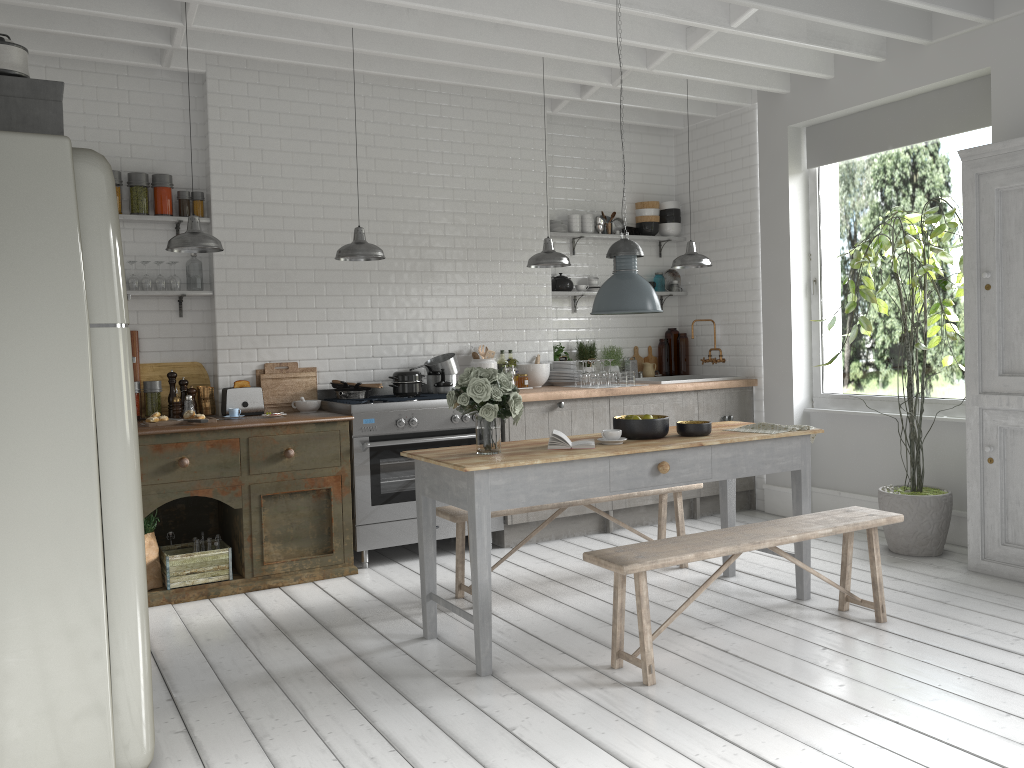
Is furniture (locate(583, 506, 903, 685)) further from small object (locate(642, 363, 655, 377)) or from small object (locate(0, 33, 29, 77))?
small object (locate(642, 363, 655, 377))

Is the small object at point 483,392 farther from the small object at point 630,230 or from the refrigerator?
the small object at point 630,230

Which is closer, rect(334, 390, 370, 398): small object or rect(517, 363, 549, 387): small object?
rect(334, 390, 370, 398): small object

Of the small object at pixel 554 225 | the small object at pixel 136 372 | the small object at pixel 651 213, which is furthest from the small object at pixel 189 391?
the small object at pixel 651 213

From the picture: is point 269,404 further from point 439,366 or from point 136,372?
point 439,366

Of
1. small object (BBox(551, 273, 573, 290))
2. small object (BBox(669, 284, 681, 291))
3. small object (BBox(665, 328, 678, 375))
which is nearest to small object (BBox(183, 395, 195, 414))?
small object (BBox(551, 273, 573, 290))

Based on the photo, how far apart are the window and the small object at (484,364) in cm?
311

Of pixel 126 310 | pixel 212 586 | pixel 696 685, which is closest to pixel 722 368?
pixel 696 685

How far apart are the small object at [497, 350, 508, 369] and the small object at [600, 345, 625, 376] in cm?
134

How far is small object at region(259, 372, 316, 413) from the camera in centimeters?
741cm
